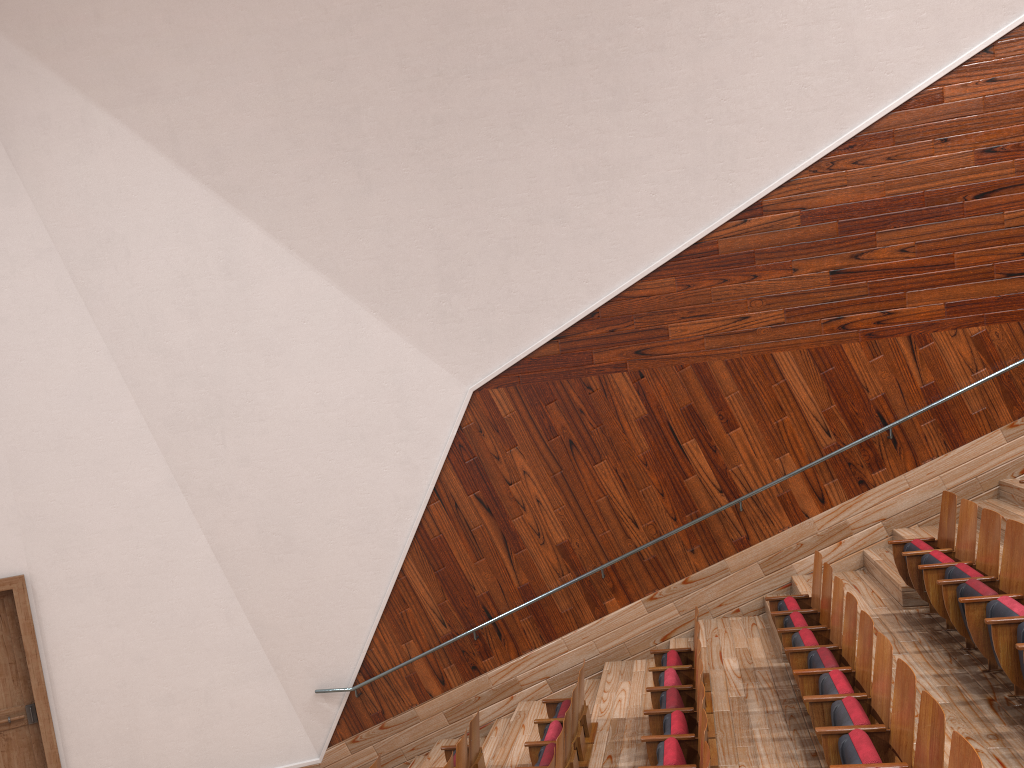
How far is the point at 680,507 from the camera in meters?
0.7 m

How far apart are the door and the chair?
0.3m

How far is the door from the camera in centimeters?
74cm

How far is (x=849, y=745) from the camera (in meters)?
0.35

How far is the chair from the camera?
0.4m

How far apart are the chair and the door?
0.3m

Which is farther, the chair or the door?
the door

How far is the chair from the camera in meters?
0.4 m
